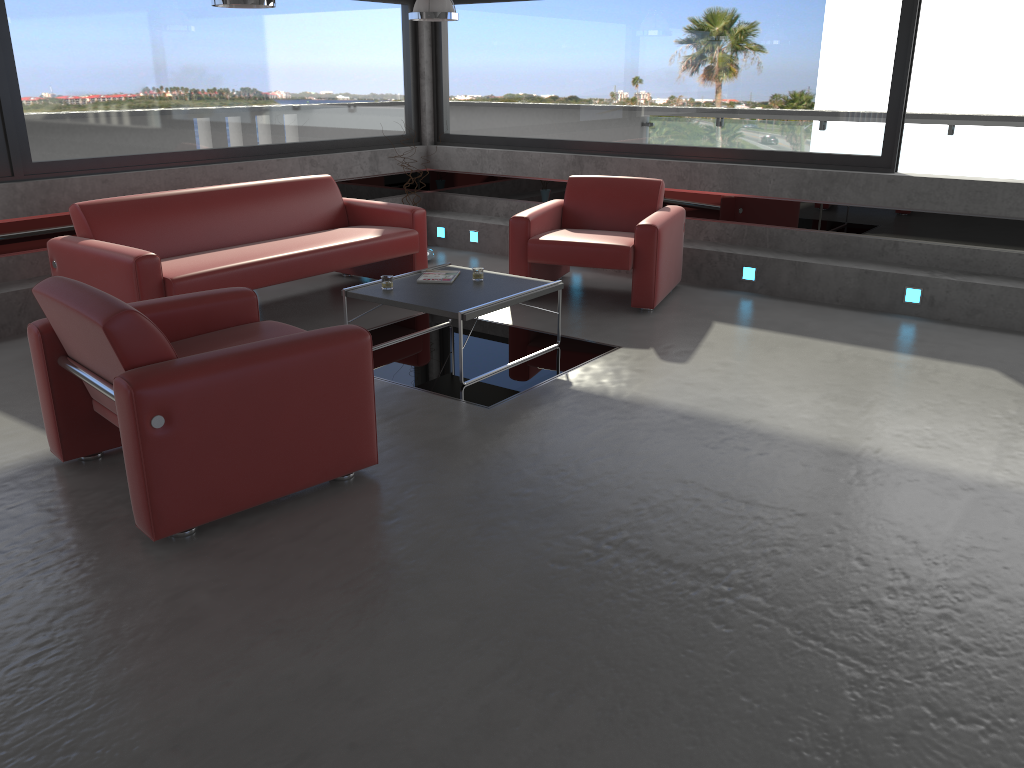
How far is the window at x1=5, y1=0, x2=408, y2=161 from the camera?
6.4 meters

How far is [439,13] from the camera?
6.72m

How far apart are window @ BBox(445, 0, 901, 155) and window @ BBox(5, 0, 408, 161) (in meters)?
0.47

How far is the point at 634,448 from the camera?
4.2m

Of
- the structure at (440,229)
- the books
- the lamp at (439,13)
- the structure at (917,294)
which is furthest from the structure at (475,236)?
the structure at (917,294)

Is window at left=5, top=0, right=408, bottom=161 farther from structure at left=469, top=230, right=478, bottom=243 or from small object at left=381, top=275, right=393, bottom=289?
small object at left=381, top=275, right=393, bottom=289

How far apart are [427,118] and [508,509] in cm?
663

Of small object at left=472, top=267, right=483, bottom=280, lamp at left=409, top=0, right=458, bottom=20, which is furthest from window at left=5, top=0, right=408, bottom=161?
small object at left=472, top=267, right=483, bottom=280

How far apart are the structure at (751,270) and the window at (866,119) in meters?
1.1

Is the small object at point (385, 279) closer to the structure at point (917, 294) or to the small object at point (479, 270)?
the small object at point (479, 270)
